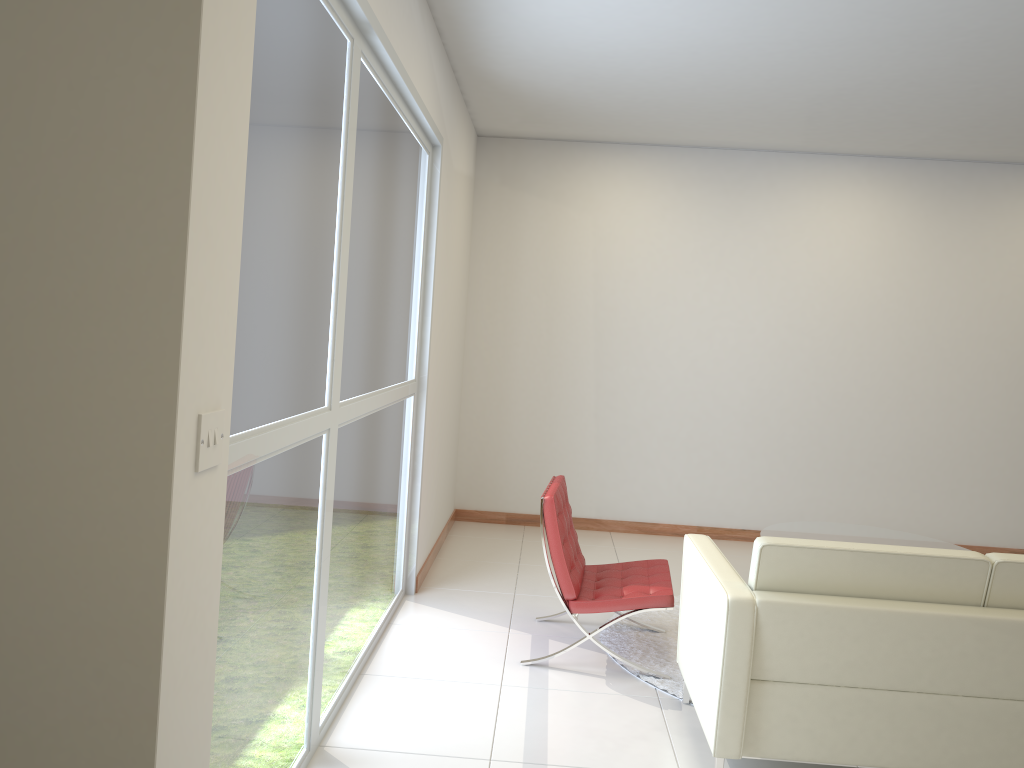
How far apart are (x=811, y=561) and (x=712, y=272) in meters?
4.5 m

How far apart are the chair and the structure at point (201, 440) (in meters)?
2.69

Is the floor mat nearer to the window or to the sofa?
the sofa

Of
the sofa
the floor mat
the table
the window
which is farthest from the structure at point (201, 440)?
the table

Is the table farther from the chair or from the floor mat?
the chair

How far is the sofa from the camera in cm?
300

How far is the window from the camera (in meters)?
2.35

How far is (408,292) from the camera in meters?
4.7 m

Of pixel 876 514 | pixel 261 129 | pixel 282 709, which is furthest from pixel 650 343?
pixel 261 129

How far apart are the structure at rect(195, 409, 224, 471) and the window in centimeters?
54cm
